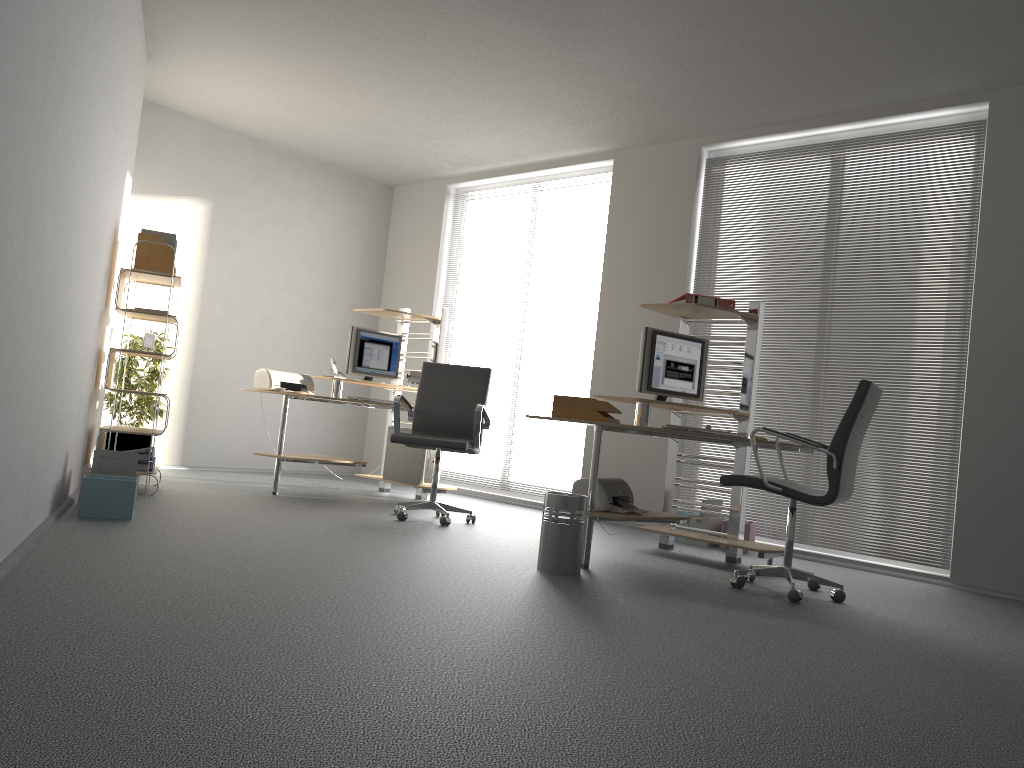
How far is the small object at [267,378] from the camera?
6.4 meters

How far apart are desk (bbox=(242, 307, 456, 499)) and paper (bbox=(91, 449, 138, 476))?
1.6 meters

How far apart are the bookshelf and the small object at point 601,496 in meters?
2.7 m

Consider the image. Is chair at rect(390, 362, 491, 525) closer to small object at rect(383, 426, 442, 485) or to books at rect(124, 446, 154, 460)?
small object at rect(383, 426, 442, 485)

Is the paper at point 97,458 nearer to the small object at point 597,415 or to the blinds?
the small object at point 597,415

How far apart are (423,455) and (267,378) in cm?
131

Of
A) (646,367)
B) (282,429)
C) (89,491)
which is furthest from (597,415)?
(282,429)

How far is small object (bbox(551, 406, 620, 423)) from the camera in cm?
448

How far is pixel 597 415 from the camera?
4.5 meters

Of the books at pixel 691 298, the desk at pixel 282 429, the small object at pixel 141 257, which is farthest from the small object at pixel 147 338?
the books at pixel 691 298
